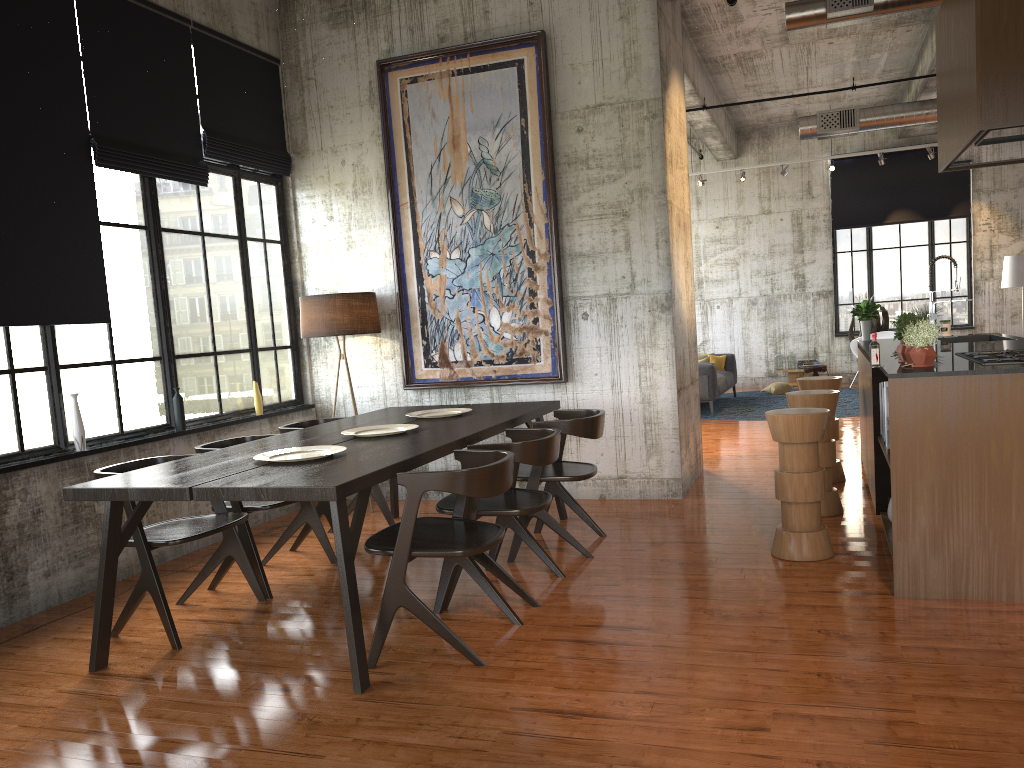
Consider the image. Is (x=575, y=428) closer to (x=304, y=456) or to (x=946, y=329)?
(x=304, y=456)

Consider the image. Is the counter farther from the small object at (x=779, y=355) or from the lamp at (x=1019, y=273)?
the small object at (x=779, y=355)

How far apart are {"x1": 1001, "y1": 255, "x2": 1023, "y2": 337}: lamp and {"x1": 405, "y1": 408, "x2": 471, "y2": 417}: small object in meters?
13.2

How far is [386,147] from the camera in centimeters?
841cm

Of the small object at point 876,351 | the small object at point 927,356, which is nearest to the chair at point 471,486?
the small object at point 876,351

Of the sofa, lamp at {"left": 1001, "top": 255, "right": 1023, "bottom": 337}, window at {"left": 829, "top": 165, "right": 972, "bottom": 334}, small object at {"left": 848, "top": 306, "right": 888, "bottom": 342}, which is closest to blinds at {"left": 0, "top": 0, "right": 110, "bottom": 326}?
the sofa

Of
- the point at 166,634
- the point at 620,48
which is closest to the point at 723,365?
the point at 620,48

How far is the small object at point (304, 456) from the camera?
5.1m

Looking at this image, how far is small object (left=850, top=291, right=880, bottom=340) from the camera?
8.7 meters

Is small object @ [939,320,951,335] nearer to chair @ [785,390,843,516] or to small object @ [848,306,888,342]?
chair @ [785,390,843,516]
